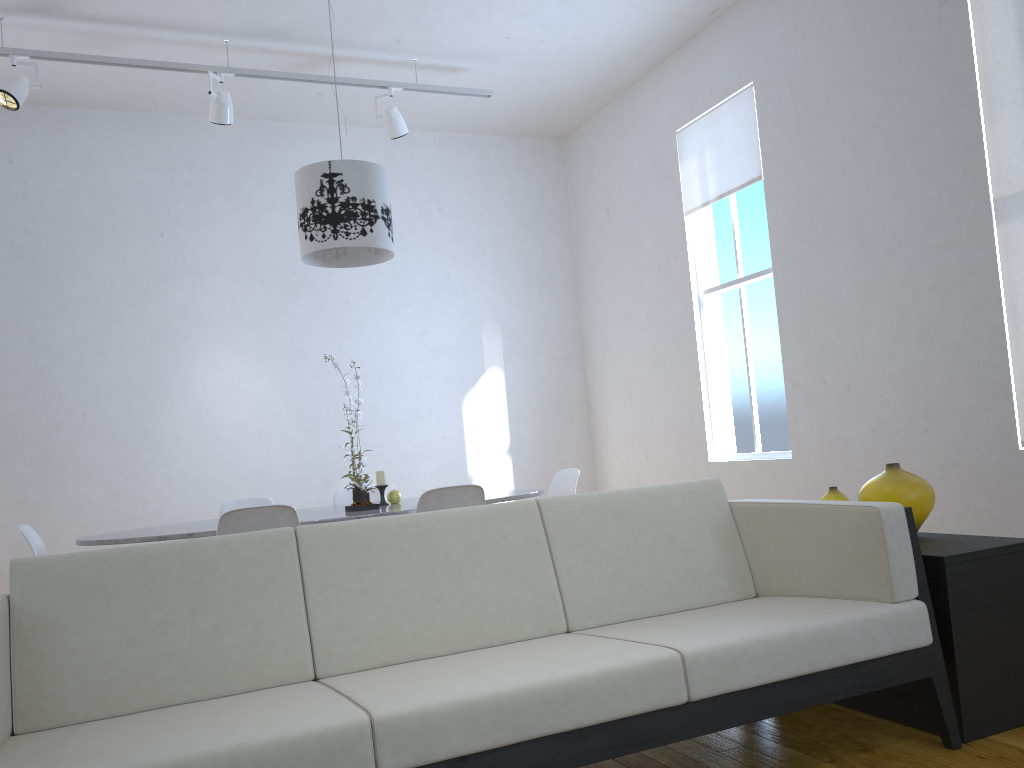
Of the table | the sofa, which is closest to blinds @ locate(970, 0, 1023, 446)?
the sofa

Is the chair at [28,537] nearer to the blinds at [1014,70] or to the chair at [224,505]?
the chair at [224,505]

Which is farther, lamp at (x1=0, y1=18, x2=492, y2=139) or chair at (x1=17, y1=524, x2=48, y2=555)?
lamp at (x1=0, y1=18, x2=492, y2=139)

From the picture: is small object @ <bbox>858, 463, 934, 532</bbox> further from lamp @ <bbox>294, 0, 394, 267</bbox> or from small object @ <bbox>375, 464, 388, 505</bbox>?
lamp @ <bbox>294, 0, 394, 267</bbox>

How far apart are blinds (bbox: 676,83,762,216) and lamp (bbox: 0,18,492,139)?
1.2m

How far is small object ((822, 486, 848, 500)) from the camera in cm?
259

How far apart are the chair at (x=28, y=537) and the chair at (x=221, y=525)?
0.7 meters

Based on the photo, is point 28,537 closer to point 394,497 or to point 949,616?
point 394,497

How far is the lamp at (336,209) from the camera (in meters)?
3.65

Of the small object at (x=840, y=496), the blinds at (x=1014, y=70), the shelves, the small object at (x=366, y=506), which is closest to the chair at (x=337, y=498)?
the small object at (x=366, y=506)
